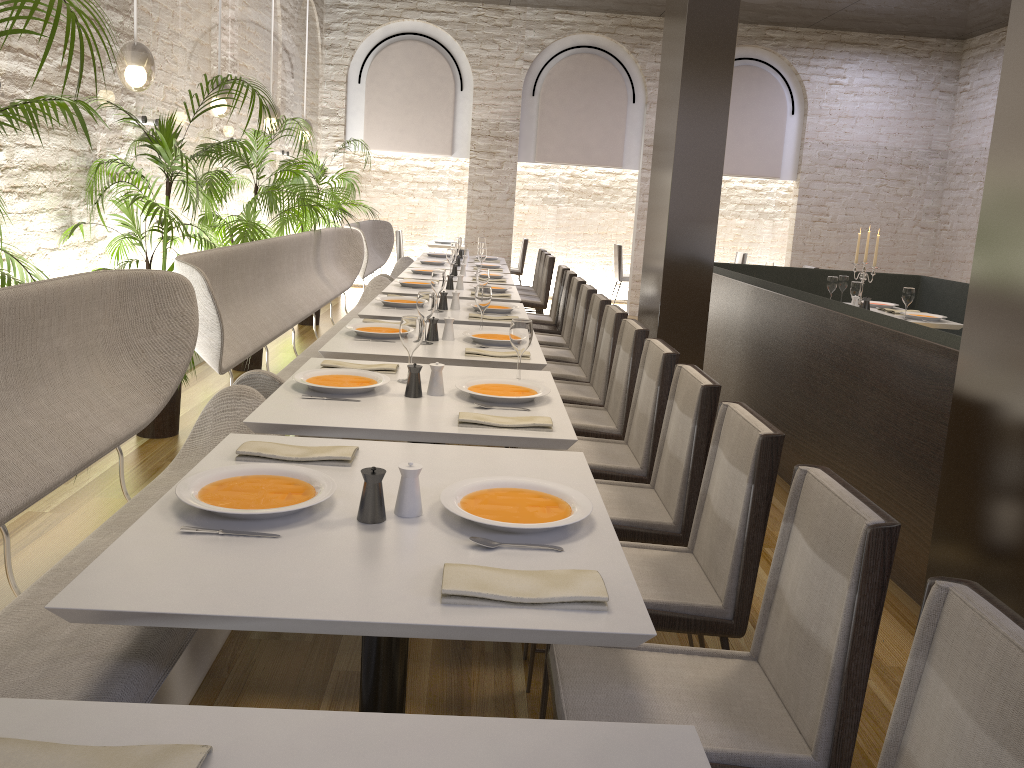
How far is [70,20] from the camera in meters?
2.4 m

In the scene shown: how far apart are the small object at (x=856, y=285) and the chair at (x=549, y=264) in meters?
3.0

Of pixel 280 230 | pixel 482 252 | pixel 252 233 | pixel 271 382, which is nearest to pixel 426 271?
pixel 482 252

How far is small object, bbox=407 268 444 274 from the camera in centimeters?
732cm

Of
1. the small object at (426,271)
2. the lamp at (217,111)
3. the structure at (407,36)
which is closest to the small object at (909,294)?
the small object at (426,271)

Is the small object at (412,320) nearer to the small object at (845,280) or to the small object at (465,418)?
the small object at (465,418)

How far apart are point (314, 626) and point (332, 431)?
1.14m

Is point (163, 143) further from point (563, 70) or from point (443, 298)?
point (563, 70)

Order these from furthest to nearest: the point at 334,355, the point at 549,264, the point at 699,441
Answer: the point at 549,264 → the point at 334,355 → the point at 699,441

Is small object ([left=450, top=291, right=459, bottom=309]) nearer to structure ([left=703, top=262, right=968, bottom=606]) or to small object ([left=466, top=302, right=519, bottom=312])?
small object ([left=466, top=302, right=519, bottom=312])
